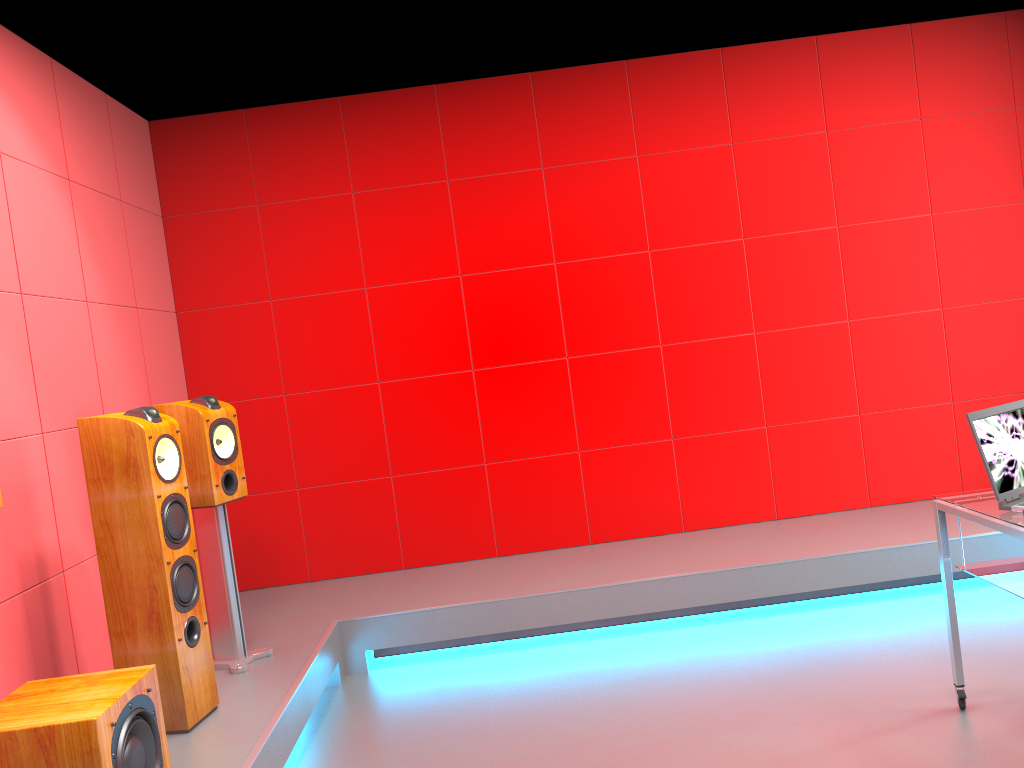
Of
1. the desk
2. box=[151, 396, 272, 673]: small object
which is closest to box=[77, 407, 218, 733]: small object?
box=[151, 396, 272, 673]: small object

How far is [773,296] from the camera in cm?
467

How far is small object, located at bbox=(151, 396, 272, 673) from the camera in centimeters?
334cm

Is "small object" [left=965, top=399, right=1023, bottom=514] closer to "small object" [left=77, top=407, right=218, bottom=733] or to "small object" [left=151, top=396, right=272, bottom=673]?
"small object" [left=77, top=407, right=218, bottom=733]

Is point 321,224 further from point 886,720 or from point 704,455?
point 886,720

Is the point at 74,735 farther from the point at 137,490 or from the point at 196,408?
the point at 196,408

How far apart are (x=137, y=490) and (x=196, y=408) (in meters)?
0.59

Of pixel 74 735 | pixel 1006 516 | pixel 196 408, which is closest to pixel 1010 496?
pixel 1006 516

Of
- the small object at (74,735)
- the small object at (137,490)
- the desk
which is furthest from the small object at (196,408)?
the desk

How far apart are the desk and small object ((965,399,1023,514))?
0.0m
